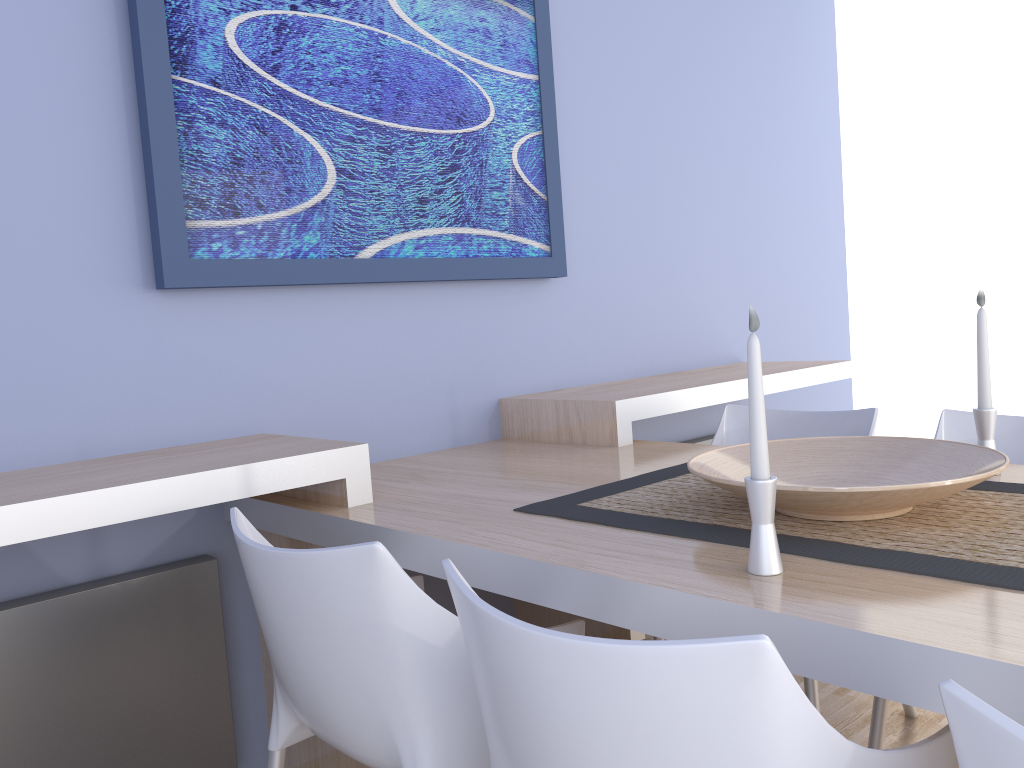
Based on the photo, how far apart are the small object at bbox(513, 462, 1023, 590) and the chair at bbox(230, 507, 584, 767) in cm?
17

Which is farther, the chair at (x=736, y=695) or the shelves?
the shelves

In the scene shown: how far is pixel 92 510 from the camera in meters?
1.5

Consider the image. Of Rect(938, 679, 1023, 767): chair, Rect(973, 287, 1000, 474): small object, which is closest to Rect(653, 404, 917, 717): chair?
Rect(973, 287, 1000, 474): small object

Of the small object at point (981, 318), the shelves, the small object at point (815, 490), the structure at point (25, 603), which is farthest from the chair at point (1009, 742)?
the structure at point (25, 603)

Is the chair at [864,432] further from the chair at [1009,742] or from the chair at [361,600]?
the chair at [1009,742]

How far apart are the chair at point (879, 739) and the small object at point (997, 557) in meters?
0.5

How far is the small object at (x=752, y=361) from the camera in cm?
113

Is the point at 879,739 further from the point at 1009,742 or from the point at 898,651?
the point at 1009,742

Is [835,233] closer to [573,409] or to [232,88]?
[573,409]
